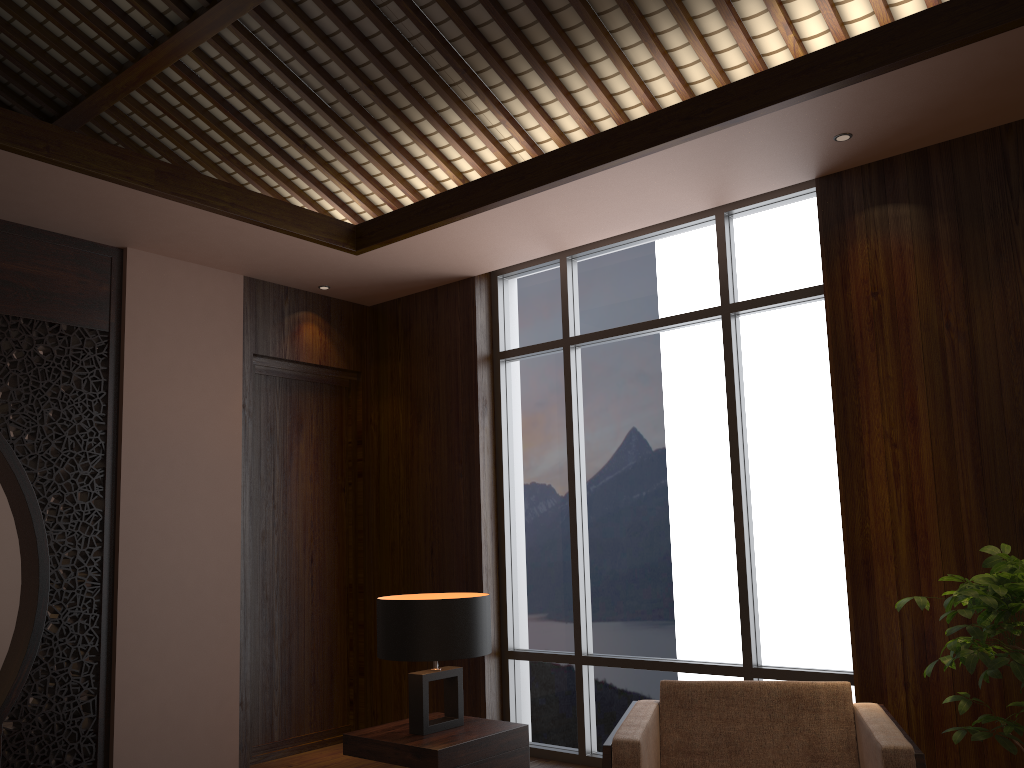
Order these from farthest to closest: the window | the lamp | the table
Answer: the window
the lamp
the table

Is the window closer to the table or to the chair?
the chair

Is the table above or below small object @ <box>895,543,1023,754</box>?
below

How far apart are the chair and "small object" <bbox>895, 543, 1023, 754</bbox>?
0.20m

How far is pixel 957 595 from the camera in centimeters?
275cm

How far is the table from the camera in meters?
3.0

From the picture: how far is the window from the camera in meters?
4.2 m

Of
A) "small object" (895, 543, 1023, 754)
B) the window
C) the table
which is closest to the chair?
"small object" (895, 543, 1023, 754)

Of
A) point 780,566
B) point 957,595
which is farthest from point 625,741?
point 780,566

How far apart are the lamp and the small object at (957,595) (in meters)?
1.45
